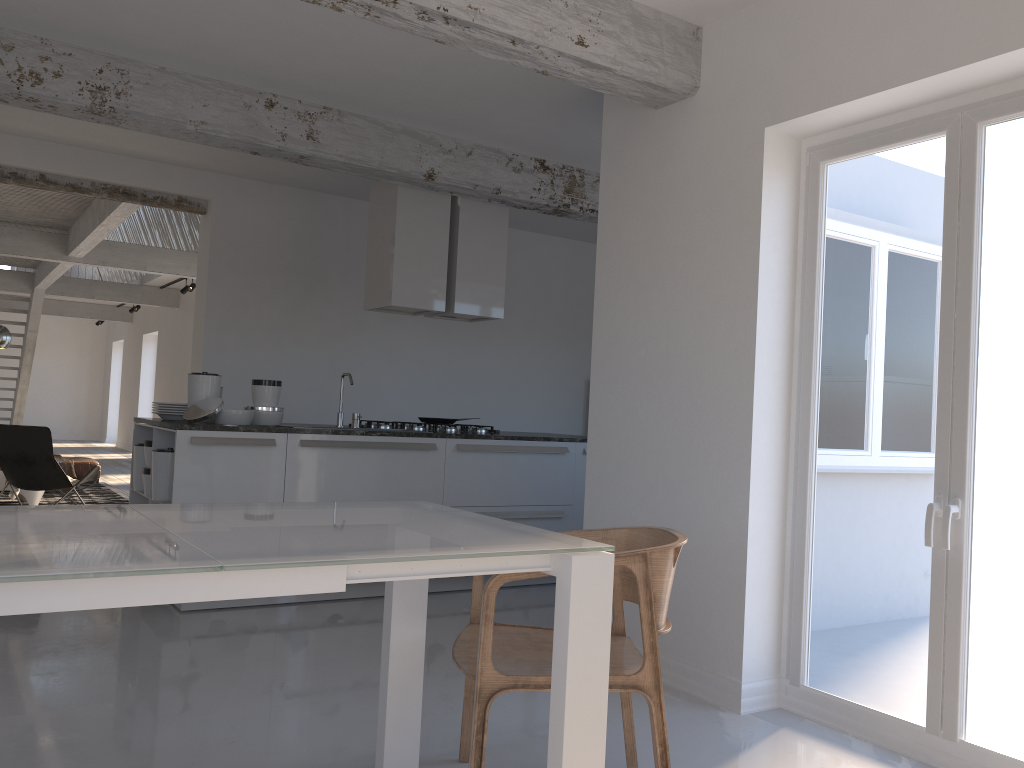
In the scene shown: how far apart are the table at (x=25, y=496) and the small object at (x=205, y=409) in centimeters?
429cm

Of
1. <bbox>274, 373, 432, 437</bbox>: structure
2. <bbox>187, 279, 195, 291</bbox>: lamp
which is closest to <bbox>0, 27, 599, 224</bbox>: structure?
<bbox>274, 373, 432, 437</bbox>: structure

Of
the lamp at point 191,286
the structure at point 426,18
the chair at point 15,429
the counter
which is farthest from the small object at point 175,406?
the lamp at point 191,286

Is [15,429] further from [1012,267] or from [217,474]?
[1012,267]

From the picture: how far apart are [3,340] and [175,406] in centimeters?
338cm

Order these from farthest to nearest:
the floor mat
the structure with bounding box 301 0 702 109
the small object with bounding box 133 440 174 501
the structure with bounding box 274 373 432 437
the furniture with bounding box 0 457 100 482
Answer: the furniture with bounding box 0 457 100 482 → the floor mat → the structure with bounding box 274 373 432 437 → the small object with bounding box 133 440 174 501 → the structure with bounding box 301 0 702 109

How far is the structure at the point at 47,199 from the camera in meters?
8.8 m

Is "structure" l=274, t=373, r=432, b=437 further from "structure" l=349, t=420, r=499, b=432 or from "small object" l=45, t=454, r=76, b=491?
"small object" l=45, t=454, r=76, b=491

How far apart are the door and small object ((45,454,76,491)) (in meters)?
8.73

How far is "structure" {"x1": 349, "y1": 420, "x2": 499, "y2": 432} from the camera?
5.96m
